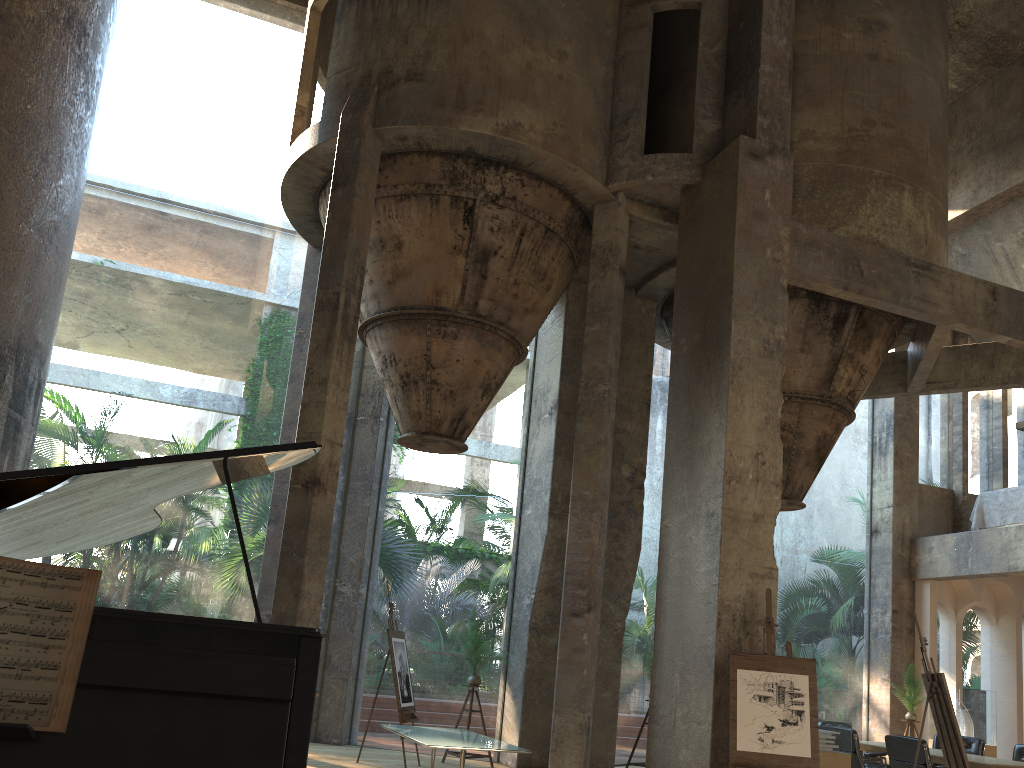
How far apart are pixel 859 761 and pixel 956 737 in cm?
294

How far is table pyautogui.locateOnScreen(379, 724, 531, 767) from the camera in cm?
723

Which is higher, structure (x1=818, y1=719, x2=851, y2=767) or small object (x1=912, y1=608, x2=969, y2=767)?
small object (x1=912, y1=608, x2=969, y2=767)

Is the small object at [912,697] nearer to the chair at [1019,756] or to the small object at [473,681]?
the chair at [1019,756]

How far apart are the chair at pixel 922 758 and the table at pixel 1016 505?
6.1 meters

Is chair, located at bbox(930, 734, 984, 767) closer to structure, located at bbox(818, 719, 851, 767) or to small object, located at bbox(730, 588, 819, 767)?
structure, located at bbox(818, 719, 851, 767)

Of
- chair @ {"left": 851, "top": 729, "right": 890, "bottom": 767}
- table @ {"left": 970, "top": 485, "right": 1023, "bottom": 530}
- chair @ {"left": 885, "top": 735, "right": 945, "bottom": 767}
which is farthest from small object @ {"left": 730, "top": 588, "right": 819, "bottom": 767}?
table @ {"left": 970, "top": 485, "right": 1023, "bottom": 530}

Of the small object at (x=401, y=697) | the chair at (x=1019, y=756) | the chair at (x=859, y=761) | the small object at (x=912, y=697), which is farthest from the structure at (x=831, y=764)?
the small object at (x=912, y=697)

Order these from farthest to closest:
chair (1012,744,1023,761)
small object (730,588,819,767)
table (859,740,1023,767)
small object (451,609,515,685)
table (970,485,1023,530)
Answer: table (970,485,1023,530), small object (451,609,515,685), chair (1012,744,1023,761), table (859,740,1023,767), small object (730,588,819,767)

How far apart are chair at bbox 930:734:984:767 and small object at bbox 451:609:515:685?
6.0 meters
